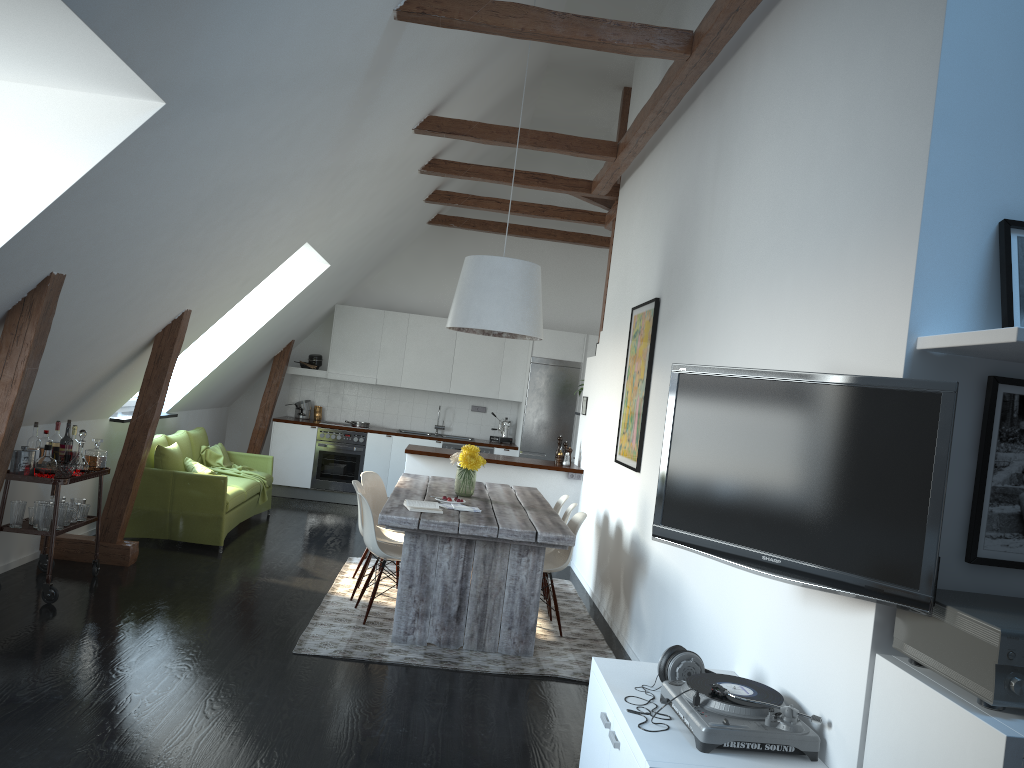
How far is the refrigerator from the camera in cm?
1059

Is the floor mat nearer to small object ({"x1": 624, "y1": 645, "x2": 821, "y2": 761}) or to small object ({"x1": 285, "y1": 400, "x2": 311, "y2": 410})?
small object ({"x1": 624, "y1": 645, "x2": 821, "y2": 761})

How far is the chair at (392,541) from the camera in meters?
6.3 m

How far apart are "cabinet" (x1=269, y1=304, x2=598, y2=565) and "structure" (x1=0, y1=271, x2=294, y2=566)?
0.2 meters

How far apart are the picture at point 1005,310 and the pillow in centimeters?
613cm

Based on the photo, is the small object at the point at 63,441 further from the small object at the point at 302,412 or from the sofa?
the small object at the point at 302,412

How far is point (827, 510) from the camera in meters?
2.6

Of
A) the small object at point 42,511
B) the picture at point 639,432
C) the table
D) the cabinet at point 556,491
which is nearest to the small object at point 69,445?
the small object at point 42,511

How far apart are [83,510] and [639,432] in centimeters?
366cm

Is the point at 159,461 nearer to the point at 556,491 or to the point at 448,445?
the point at 556,491
